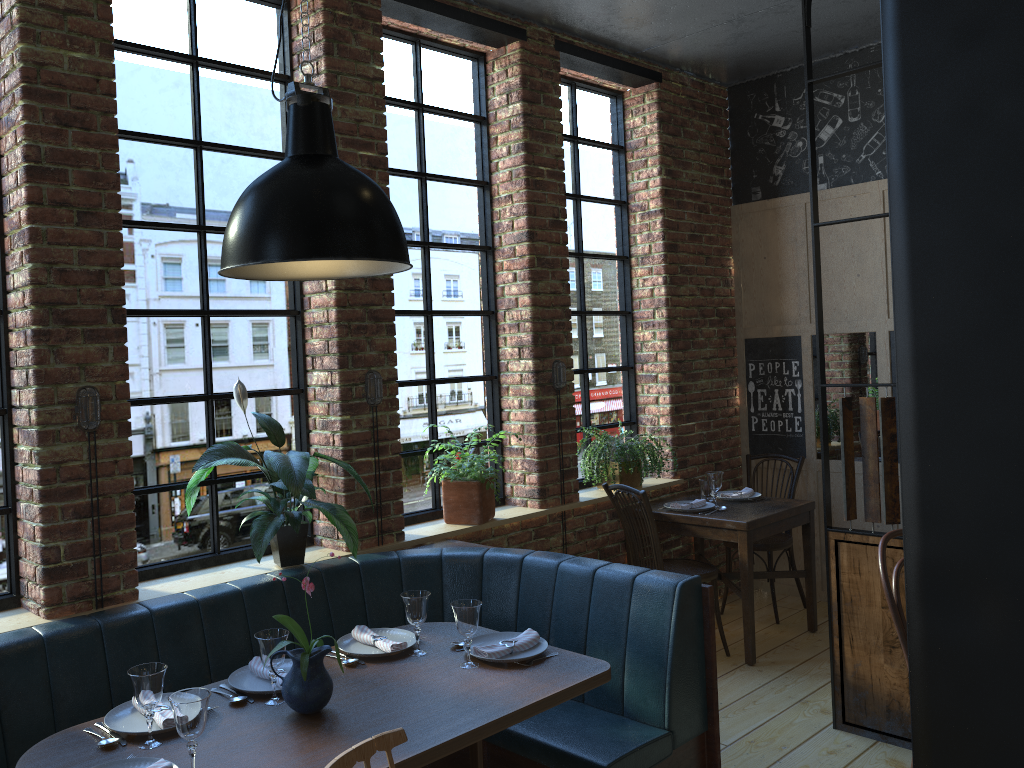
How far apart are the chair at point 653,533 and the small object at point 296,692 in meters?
2.3

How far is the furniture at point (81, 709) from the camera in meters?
2.6 m

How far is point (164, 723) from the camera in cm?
227

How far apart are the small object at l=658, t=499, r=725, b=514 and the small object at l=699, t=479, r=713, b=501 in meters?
0.2 m

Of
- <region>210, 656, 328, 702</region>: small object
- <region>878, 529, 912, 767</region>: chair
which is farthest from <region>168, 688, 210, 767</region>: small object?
<region>878, 529, 912, 767</region>: chair

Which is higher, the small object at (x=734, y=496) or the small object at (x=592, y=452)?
the small object at (x=592, y=452)

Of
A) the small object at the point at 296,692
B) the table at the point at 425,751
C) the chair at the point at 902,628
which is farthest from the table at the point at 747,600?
the small object at the point at 296,692

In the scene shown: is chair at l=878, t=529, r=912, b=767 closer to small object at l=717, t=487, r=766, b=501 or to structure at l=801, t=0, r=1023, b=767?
structure at l=801, t=0, r=1023, b=767

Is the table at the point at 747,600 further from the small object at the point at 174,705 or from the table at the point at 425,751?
the small object at the point at 174,705

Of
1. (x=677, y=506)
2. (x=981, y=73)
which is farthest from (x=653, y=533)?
(x=981, y=73)
